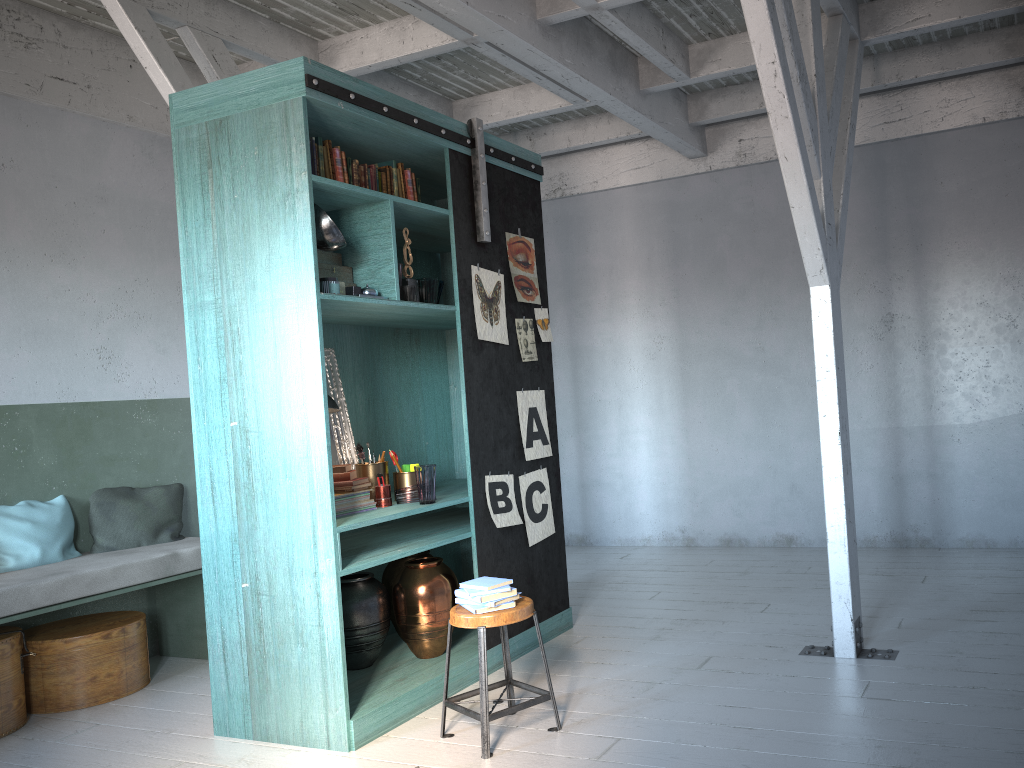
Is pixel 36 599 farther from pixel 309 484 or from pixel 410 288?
pixel 410 288

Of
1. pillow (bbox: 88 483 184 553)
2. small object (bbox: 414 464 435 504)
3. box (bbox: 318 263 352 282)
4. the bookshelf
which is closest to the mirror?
the bookshelf

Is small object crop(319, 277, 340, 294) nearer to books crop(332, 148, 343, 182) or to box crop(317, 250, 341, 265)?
box crop(317, 250, 341, 265)

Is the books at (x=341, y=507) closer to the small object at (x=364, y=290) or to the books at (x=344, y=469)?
the books at (x=344, y=469)

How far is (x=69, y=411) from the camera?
6.28m

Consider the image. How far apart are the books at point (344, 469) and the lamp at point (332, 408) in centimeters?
35cm

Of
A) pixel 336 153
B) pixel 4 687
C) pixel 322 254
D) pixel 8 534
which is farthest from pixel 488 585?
pixel 8 534

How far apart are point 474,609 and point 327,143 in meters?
2.6 m

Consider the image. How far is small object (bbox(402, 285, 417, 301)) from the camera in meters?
5.0

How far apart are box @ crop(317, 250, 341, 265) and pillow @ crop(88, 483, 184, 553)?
2.75m
